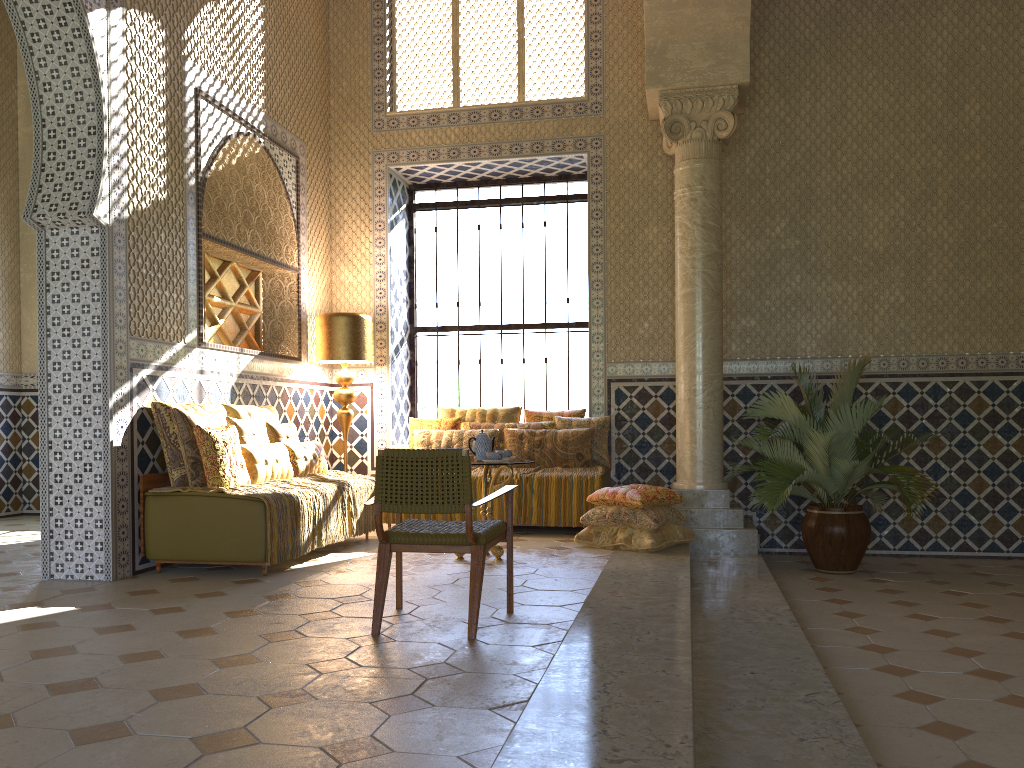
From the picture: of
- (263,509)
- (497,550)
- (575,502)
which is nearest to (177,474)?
(263,509)

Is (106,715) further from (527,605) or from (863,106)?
(863,106)

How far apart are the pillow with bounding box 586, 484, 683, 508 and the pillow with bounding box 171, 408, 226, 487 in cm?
395

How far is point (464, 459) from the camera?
5.6m

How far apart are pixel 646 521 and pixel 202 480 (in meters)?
4.43

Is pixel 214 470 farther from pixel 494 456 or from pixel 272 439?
pixel 494 456

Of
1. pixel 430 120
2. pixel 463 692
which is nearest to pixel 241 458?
pixel 463 692

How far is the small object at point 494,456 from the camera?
8.5m

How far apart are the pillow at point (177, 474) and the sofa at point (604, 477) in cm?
468

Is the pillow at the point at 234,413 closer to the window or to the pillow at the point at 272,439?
the pillow at the point at 272,439
